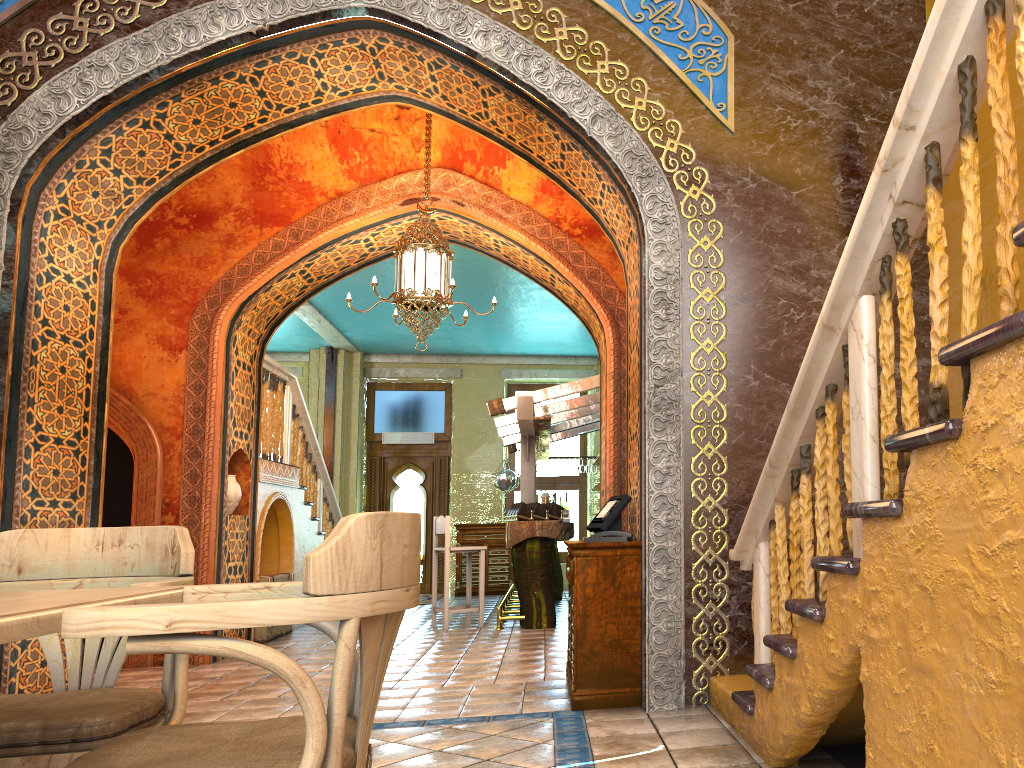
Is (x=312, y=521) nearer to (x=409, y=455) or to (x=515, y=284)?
(x=515, y=284)

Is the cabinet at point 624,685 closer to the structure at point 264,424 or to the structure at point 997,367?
the structure at point 997,367

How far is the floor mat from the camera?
14.3m

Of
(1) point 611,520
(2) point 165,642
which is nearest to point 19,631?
(2) point 165,642

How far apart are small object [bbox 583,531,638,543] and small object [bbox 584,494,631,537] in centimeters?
19cm

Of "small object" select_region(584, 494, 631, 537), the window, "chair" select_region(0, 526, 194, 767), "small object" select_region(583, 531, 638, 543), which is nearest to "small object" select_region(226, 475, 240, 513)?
"small object" select_region(584, 494, 631, 537)

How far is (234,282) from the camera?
8.9m

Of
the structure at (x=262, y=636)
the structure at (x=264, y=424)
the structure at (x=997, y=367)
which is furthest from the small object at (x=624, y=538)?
the structure at (x=262, y=636)

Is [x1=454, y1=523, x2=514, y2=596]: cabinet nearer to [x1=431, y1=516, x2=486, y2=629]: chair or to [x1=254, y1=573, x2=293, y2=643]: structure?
[x1=431, y1=516, x2=486, y2=629]: chair

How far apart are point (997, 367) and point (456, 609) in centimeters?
901cm
